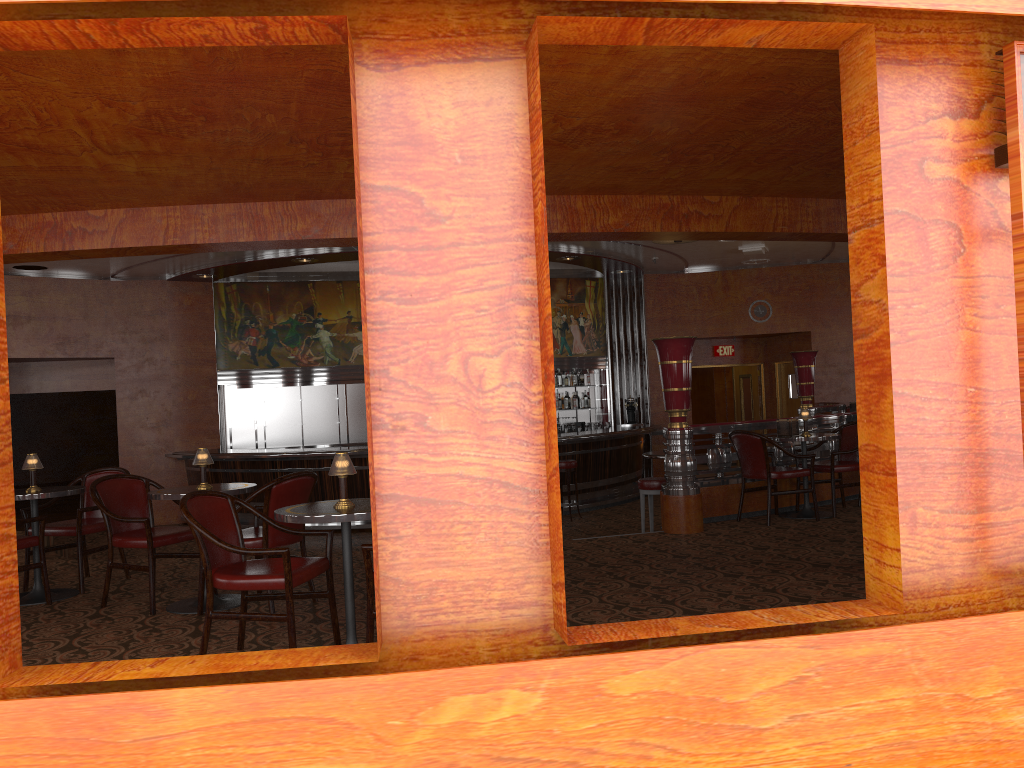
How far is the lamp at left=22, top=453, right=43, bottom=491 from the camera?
5.9m

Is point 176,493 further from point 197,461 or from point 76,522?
point 76,522

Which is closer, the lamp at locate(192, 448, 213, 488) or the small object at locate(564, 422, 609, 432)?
the lamp at locate(192, 448, 213, 488)

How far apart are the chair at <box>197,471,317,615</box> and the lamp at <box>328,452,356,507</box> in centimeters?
109cm

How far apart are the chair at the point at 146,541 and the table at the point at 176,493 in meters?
0.1 m

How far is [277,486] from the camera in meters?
5.1 m

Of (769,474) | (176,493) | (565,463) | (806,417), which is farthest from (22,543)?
(565,463)

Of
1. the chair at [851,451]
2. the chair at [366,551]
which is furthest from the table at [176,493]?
the chair at [851,451]

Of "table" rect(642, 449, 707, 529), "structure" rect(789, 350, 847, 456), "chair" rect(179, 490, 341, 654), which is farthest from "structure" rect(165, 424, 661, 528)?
"chair" rect(179, 490, 341, 654)

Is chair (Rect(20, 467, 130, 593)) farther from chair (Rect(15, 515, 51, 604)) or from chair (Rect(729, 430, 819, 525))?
chair (Rect(729, 430, 819, 525))
